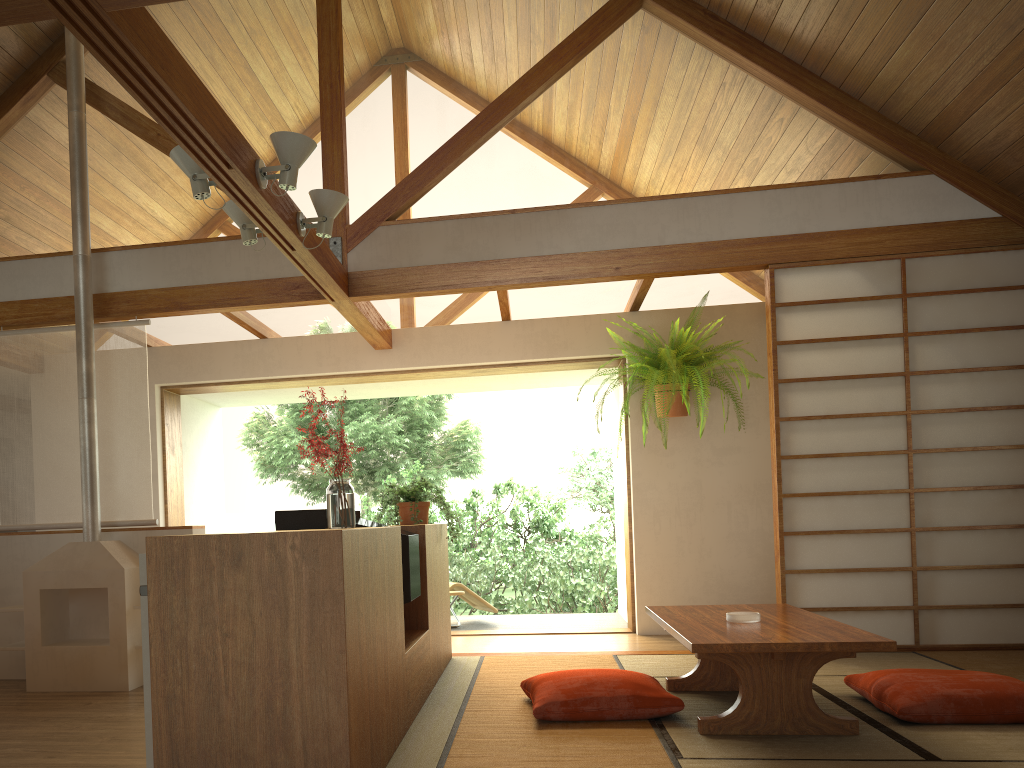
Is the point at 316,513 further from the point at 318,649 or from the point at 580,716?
the point at 580,716

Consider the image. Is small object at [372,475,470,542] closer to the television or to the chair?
the television

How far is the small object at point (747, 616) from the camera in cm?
337

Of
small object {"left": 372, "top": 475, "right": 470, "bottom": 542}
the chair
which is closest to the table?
small object {"left": 372, "top": 475, "right": 470, "bottom": 542}

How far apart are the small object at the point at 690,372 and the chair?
2.1m

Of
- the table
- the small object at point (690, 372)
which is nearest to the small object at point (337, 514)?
the table

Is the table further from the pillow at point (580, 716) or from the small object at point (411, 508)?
the small object at point (411, 508)

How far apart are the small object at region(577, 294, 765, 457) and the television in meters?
2.6 m

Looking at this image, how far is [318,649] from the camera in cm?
218

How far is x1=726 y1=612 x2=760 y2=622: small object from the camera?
3.37m
